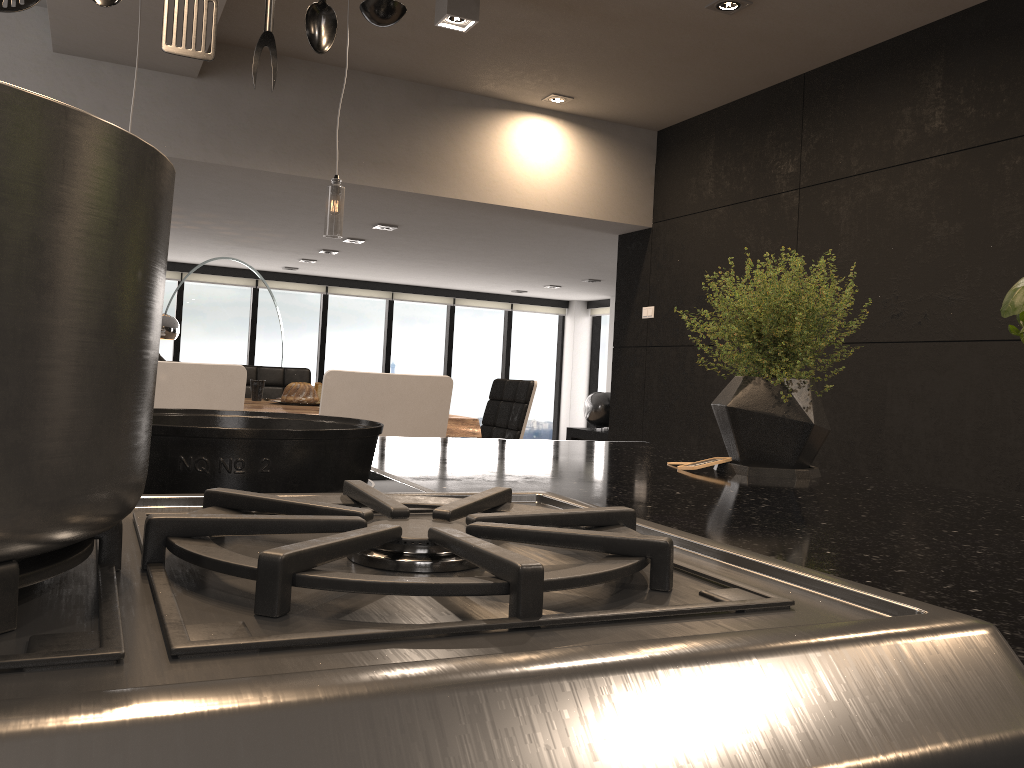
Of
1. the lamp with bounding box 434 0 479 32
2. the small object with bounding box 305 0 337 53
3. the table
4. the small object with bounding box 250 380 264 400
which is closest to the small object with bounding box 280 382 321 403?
the table

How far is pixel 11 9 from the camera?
1.1m

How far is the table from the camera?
3.37m

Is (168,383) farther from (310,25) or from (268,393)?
(268,393)

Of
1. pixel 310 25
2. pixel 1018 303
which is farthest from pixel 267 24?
pixel 1018 303

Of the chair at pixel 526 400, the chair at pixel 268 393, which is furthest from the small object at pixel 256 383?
the chair at pixel 526 400

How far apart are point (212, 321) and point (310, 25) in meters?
9.8

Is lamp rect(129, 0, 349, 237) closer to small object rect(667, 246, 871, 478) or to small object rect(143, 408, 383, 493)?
small object rect(667, 246, 871, 478)

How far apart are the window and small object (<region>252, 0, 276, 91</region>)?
9.69m

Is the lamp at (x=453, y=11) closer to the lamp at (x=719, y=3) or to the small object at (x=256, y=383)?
the lamp at (x=719, y=3)
